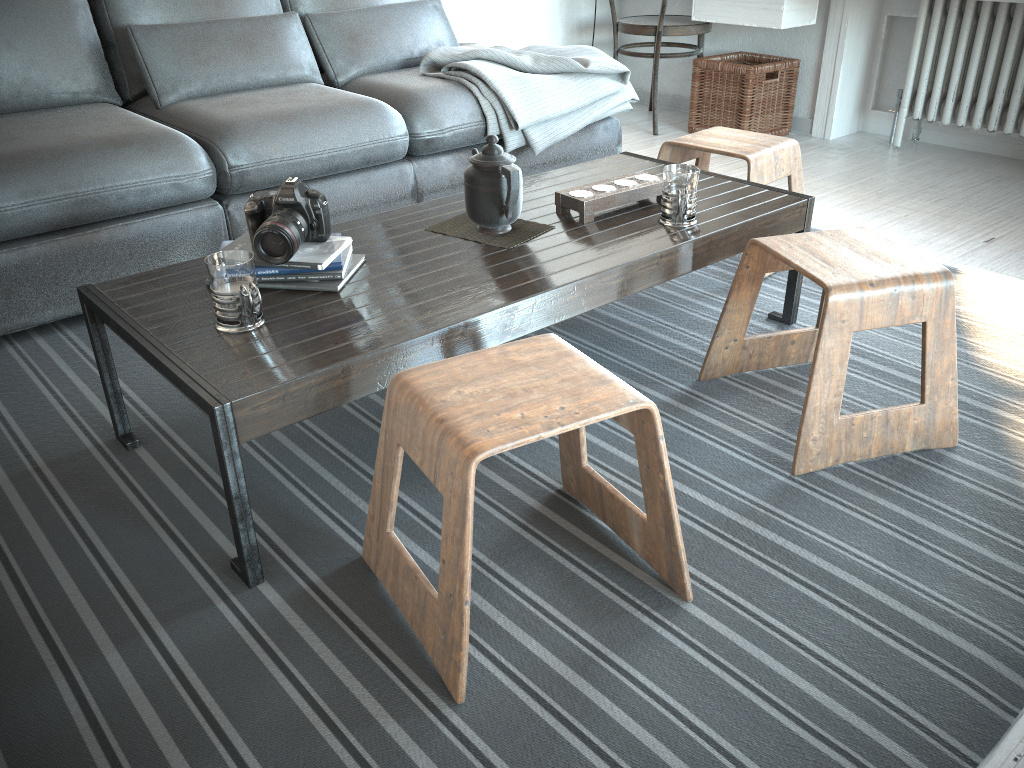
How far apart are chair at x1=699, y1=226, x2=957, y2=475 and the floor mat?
0.0 meters

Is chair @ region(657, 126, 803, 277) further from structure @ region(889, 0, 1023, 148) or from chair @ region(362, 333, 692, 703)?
structure @ region(889, 0, 1023, 148)

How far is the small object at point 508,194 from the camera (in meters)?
1.72

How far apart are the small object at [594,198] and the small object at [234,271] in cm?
74

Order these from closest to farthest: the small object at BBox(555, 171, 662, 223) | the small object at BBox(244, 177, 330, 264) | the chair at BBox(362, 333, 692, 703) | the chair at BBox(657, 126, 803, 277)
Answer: the chair at BBox(362, 333, 692, 703) → the small object at BBox(244, 177, 330, 264) → the small object at BBox(555, 171, 662, 223) → the chair at BBox(657, 126, 803, 277)

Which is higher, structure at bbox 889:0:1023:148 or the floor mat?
structure at bbox 889:0:1023:148

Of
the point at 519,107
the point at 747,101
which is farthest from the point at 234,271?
the point at 747,101

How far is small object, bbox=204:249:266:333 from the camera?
1.4m

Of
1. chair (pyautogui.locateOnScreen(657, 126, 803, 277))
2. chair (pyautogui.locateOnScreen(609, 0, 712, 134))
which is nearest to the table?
chair (pyautogui.locateOnScreen(657, 126, 803, 277))

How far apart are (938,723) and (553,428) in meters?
0.6
